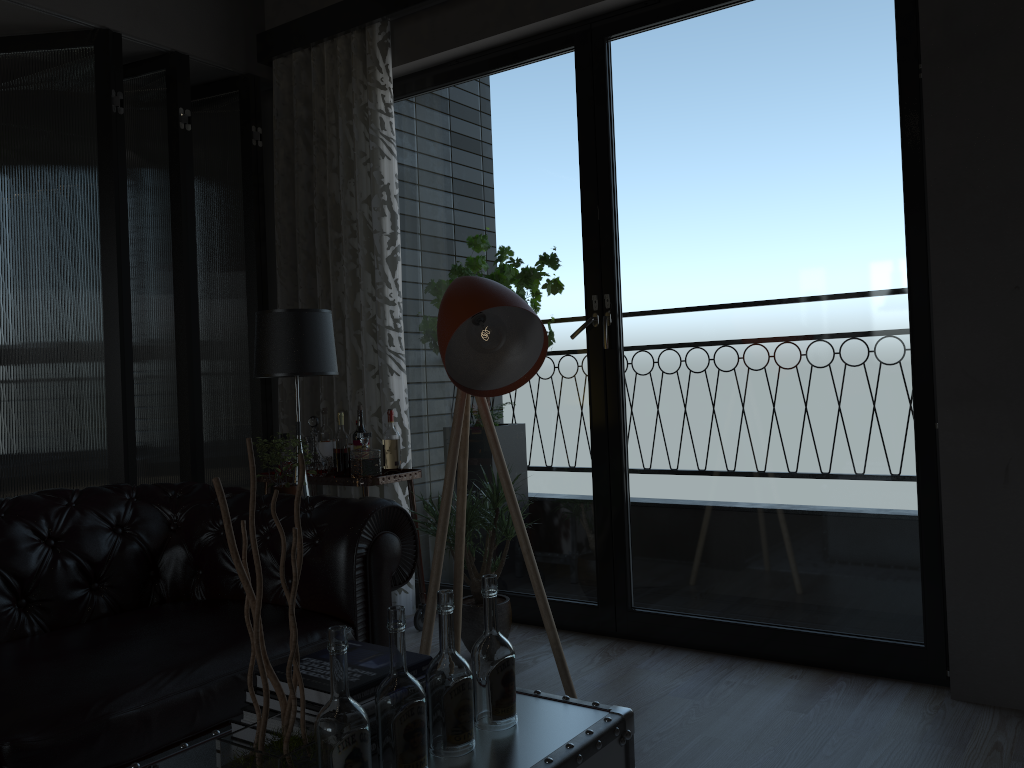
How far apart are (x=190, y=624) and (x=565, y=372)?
5.3 meters

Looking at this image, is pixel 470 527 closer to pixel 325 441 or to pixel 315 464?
pixel 315 464

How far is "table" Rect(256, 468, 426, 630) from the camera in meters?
3.8

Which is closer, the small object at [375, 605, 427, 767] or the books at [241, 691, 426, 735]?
the small object at [375, 605, 427, 767]

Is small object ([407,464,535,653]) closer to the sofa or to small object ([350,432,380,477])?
small object ([350,432,380,477])

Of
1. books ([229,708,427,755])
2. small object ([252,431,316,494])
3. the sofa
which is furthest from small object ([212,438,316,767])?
small object ([252,431,316,494])

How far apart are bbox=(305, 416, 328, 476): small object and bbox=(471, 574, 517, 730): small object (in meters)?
2.43

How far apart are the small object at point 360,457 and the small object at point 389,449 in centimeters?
21cm

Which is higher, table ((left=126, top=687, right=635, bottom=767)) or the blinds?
the blinds

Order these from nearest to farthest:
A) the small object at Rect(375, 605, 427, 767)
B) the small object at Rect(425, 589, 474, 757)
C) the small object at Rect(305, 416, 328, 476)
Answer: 1. the small object at Rect(375, 605, 427, 767)
2. the small object at Rect(425, 589, 474, 757)
3. the small object at Rect(305, 416, 328, 476)
